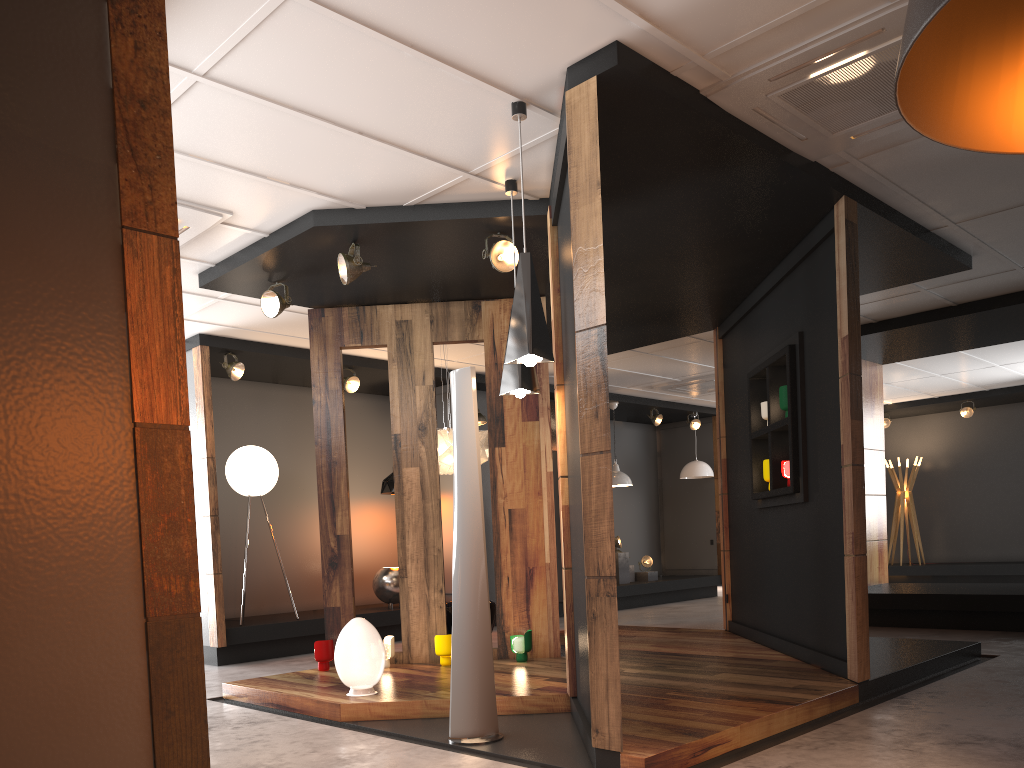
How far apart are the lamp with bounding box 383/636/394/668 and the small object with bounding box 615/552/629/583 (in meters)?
6.39

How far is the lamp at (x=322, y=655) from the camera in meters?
6.3

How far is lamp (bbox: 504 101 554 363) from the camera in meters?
4.0

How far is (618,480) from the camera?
11.93m

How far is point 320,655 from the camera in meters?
6.2

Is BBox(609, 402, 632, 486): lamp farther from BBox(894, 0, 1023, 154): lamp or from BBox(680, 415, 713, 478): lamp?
BBox(894, 0, 1023, 154): lamp

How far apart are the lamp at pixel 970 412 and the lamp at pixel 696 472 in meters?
4.1

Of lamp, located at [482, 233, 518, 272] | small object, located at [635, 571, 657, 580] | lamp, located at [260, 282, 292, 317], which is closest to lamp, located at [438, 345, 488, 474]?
lamp, located at [260, 282, 292, 317]

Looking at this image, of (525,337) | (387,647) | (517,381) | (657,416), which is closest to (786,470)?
(517,381)

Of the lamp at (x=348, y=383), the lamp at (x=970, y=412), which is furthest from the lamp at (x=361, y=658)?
the lamp at (x=970, y=412)
